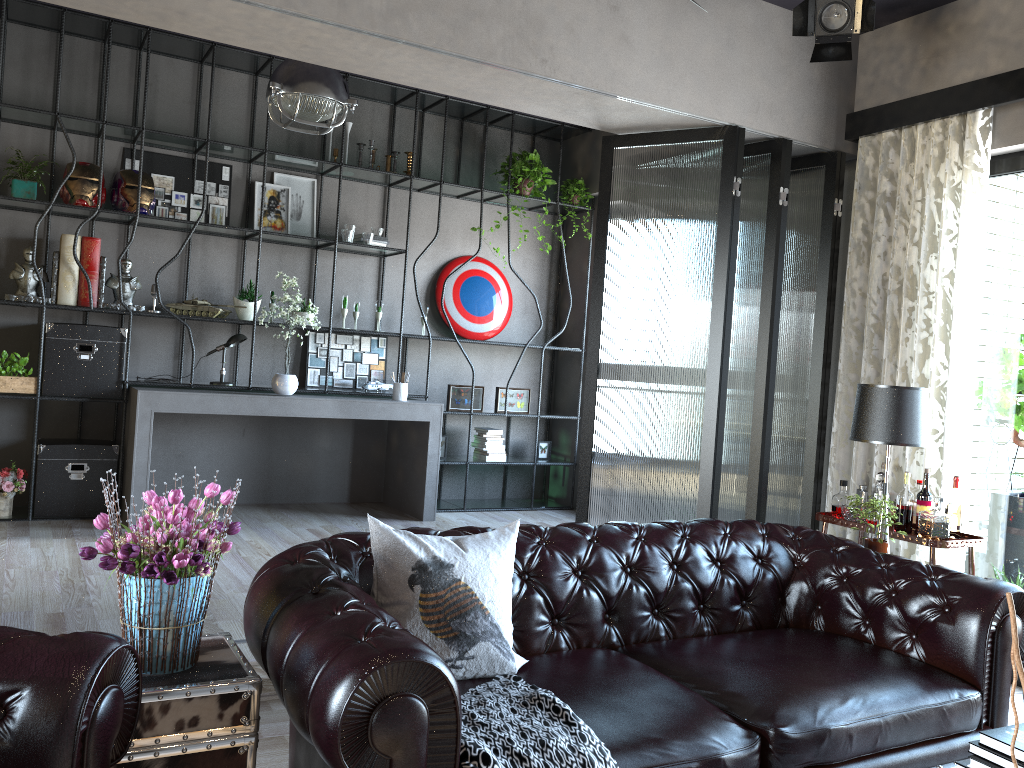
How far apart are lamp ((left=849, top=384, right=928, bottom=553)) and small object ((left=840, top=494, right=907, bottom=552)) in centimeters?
27cm

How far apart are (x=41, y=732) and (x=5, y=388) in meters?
4.6 m

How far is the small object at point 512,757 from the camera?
2.1m

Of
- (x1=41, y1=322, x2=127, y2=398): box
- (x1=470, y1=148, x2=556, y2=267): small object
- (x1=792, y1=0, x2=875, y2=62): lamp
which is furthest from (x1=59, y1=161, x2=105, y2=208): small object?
(x1=792, y1=0, x2=875, y2=62): lamp

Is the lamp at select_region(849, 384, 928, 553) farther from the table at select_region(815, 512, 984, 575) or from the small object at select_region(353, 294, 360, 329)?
the small object at select_region(353, 294, 360, 329)

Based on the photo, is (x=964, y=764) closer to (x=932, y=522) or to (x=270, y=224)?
(x=932, y=522)

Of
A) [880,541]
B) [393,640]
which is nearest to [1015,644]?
[393,640]

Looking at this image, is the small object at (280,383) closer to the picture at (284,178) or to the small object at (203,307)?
the small object at (203,307)

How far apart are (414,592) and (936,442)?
3.3m

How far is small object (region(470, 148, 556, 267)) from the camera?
7.2 meters
